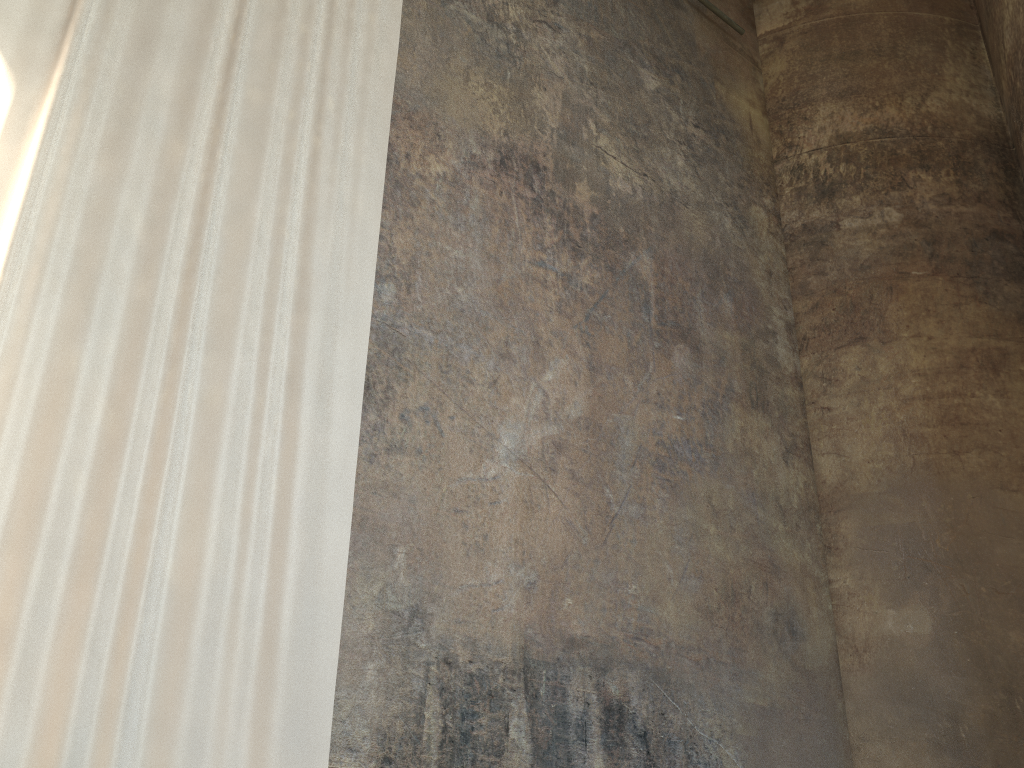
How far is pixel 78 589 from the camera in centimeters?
320cm

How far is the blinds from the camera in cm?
320
